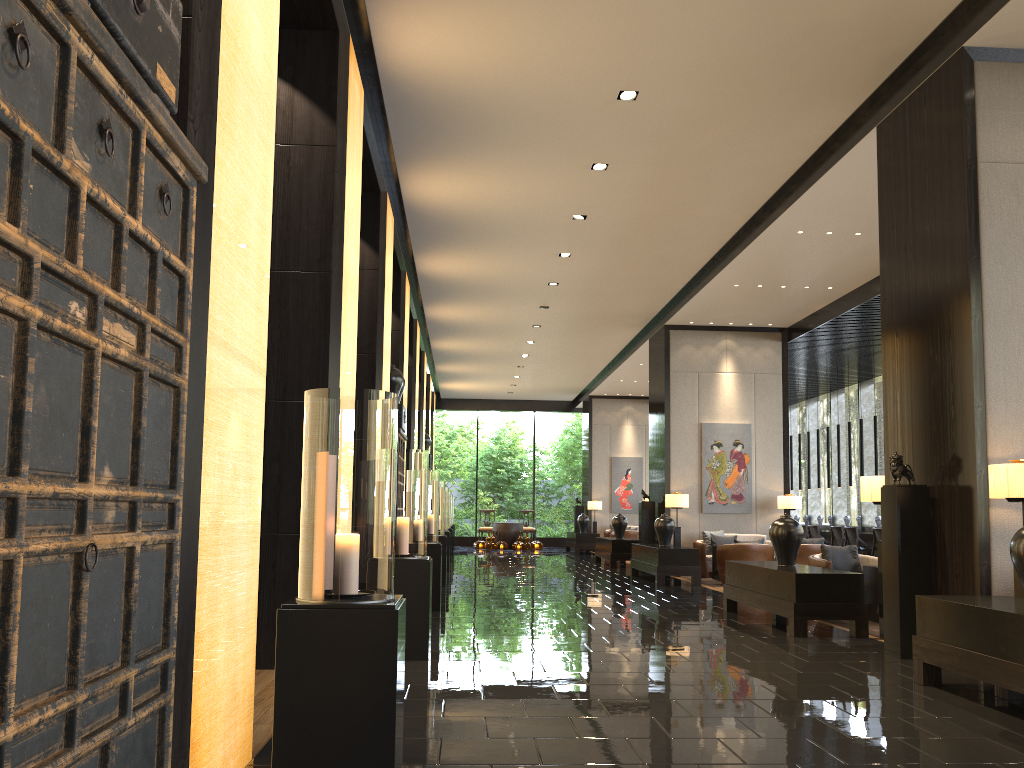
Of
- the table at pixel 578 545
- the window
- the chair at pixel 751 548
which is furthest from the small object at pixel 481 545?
the chair at pixel 751 548

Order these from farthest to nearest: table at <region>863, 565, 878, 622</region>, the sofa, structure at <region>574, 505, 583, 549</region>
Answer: structure at <region>574, 505, 583, 549</region>
the sofa
table at <region>863, 565, 878, 622</region>

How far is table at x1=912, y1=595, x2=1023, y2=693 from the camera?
4.32m

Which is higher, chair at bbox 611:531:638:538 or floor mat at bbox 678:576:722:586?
chair at bbox 611:531:638:538

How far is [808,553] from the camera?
12.1m

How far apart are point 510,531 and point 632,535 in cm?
430

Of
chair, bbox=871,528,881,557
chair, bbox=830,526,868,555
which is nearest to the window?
chair, bbox=830,526,868,555

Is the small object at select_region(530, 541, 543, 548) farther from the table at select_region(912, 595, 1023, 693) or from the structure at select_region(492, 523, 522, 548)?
the table at select_region(912, 595, 1023, 693)

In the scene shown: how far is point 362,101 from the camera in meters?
6.8

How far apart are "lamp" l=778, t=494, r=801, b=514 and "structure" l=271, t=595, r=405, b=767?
12.0m
